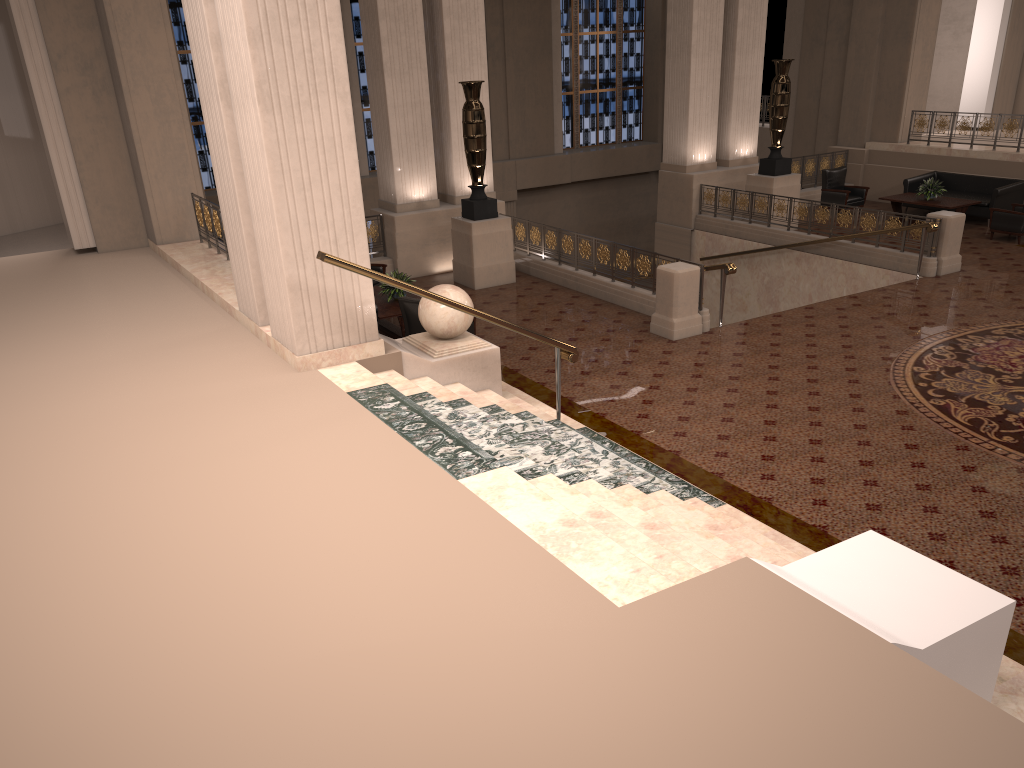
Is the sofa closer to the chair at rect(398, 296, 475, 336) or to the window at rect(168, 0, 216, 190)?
the chair at rect(398, 296, 475, 336)

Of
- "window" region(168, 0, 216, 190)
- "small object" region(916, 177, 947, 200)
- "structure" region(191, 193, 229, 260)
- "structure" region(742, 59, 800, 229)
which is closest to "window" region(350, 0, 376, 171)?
"window" region(168, 0, 216, 190)

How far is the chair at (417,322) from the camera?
9.57m

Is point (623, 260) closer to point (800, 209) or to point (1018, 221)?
point (800, 209)

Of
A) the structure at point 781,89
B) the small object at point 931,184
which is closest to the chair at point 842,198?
the small object at point 931,184

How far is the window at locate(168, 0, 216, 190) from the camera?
18.3m

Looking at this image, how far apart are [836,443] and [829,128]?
14.1 meters

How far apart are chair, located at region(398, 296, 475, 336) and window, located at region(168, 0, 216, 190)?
11.82m

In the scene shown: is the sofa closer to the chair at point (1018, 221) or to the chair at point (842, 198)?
the chair at point (1018, 221)

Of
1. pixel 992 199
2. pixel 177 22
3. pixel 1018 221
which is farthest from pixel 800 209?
pixel 177 22
